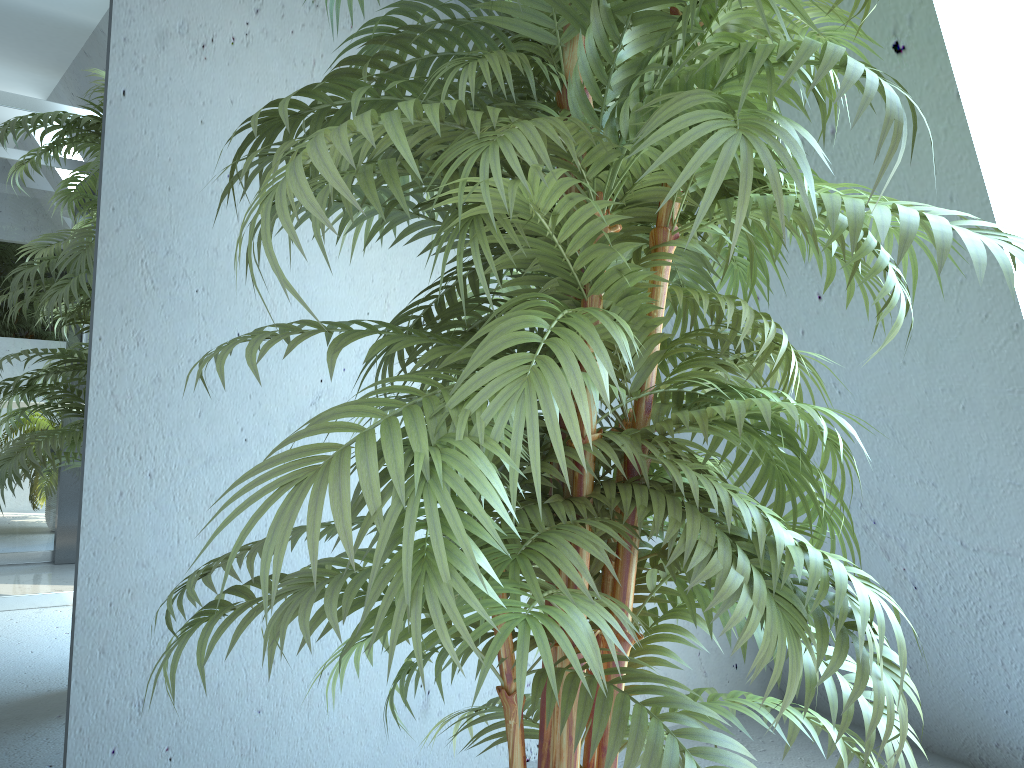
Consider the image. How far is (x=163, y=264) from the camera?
1.8m

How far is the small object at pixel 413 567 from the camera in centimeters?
72cm

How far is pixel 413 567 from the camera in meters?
0.7

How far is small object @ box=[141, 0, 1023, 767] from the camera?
0.7m

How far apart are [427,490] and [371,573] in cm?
8

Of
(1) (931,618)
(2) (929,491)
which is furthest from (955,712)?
(2) (929,491)
